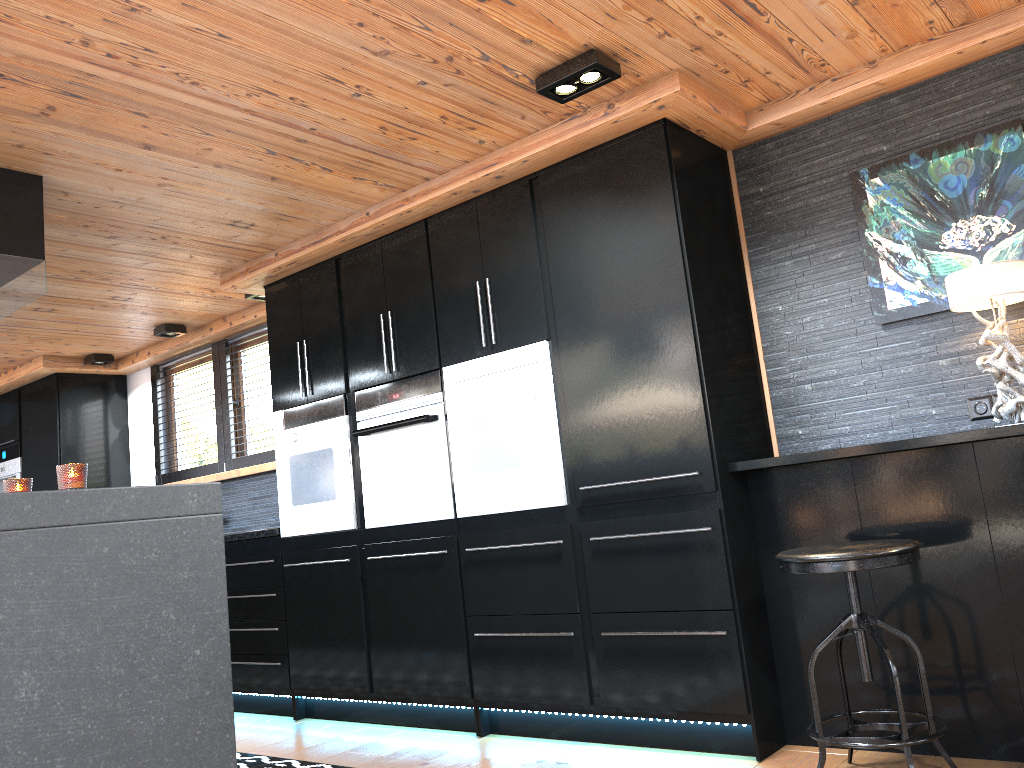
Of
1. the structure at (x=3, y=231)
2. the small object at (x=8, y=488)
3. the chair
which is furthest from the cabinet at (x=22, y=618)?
the chair

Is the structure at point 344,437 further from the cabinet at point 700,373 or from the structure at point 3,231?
the structure at point 3,231

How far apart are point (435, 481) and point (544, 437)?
0.67m

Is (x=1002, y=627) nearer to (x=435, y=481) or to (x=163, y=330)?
(x=435, y=481)

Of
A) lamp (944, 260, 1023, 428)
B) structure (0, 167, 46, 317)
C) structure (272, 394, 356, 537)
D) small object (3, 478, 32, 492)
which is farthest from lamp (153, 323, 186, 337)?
lamp (944, 260, 1023, 428)

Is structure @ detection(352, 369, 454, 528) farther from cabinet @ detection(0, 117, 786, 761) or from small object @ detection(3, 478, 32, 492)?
small object @ detection(3, 478, 32, 492)

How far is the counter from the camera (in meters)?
4.73

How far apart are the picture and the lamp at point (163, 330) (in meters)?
4.32

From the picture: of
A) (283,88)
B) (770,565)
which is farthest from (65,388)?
(770,565)

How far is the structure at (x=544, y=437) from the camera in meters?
3.6 m
